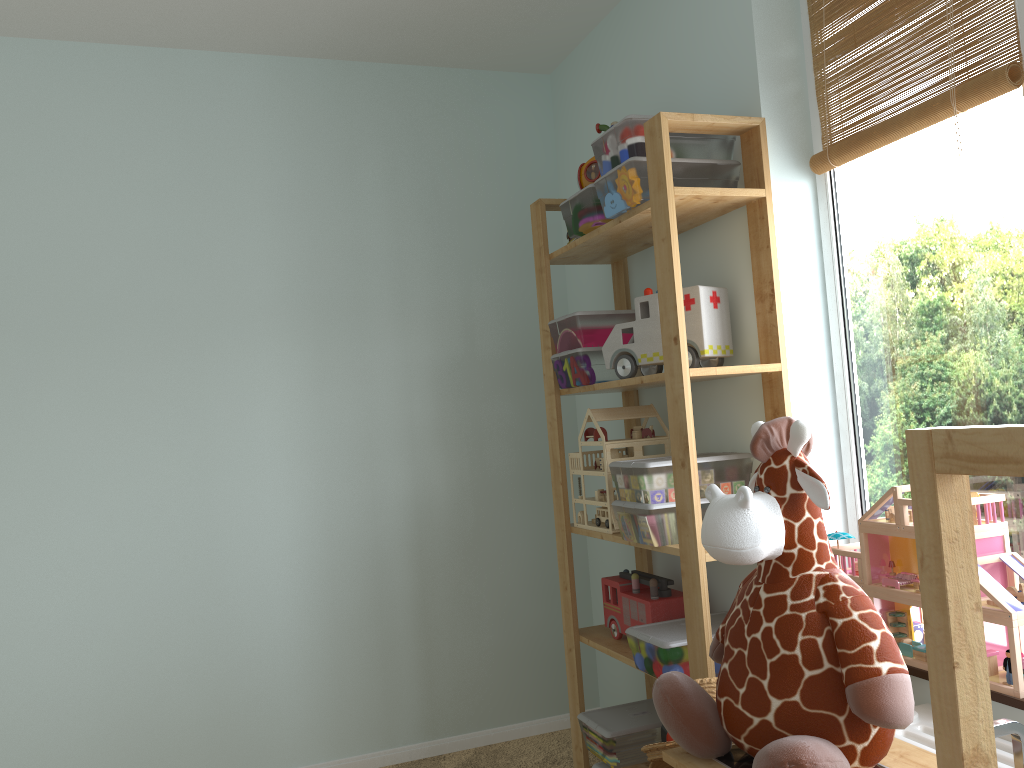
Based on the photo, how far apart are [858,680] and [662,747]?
0.50m

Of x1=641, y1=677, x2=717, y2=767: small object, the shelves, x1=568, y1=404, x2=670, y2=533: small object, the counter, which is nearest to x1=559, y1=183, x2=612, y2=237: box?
the shelves

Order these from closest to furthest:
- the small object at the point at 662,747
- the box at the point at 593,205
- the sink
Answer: the sink < the small object at the point at 662,747 < the box at the point at 593,205

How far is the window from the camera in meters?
1.6 m

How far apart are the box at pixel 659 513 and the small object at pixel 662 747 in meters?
0.4 m

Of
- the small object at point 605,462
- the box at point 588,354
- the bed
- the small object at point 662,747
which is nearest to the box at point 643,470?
the small object at point 605,462

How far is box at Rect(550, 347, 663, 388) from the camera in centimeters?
229cm

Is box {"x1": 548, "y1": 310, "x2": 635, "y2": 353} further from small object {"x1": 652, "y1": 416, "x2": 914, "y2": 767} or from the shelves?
small object {"x1": 652, "y1": 416, "x2": 914, "y2": 767}

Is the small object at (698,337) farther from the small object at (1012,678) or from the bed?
the bed

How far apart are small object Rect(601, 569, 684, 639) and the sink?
1.1m
